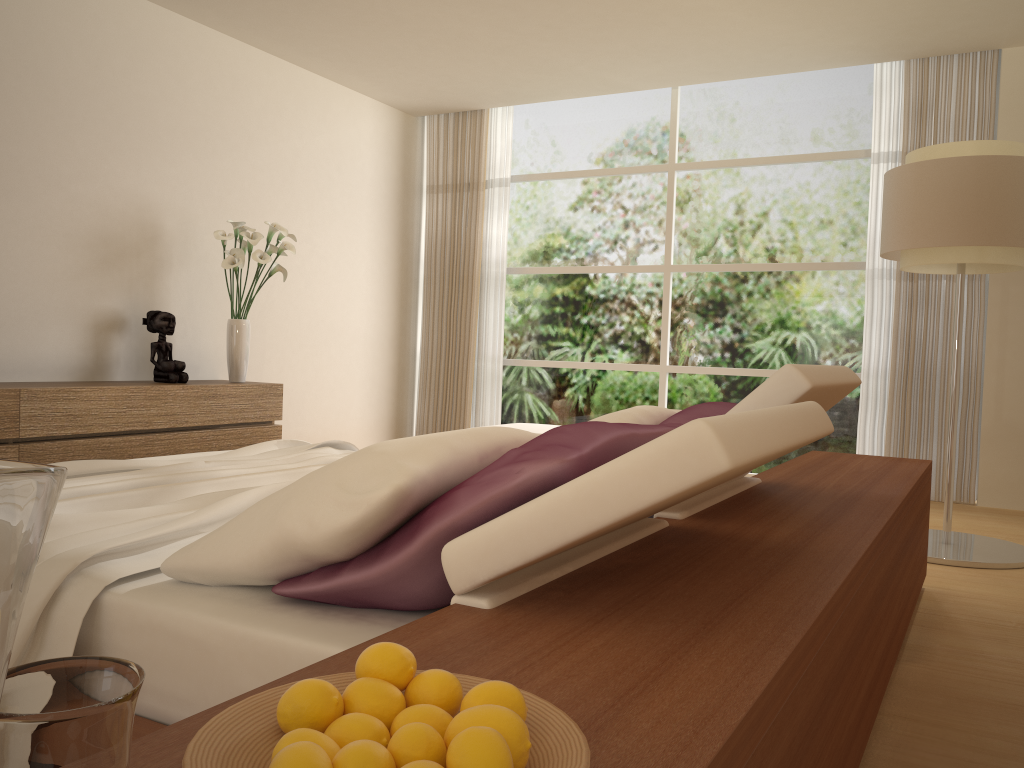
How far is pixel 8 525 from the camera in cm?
40

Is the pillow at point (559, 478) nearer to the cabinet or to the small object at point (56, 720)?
the small object at point (56, 720)

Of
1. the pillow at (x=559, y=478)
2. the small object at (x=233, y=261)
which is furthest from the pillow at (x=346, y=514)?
the small object at (x=233, y=261)

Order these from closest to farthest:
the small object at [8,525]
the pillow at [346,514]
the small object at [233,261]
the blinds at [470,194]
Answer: the small object at [8,525] < the pillow at [346,514] < the small object at [233,261] < the blinds at [470,194]

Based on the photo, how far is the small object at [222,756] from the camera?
0.7m

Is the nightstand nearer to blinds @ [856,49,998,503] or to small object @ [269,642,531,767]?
small object @ [269,642,531,767]

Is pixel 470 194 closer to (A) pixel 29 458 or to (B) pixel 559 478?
→ (A) pixel 29 458

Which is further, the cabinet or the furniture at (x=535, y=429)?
the furniture at (x=535, y=429)

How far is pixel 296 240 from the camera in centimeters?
617cm

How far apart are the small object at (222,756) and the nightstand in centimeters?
7cm
